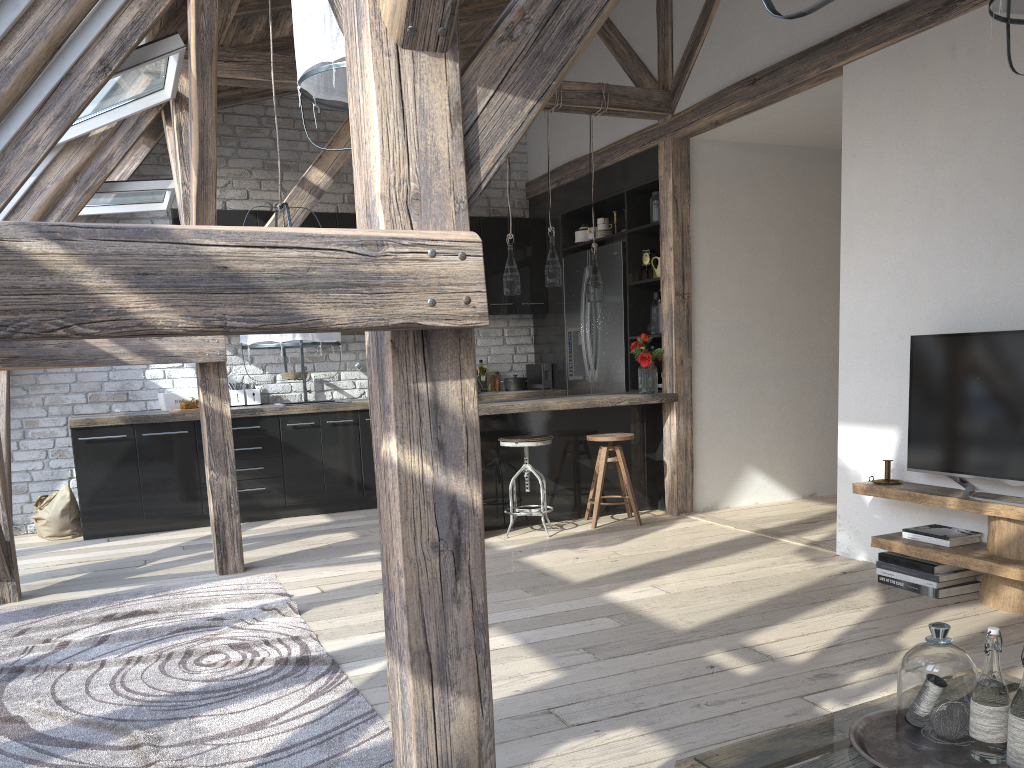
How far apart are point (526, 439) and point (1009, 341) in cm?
273

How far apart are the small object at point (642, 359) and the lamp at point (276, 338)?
2.7m

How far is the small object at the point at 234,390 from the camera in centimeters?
685cm

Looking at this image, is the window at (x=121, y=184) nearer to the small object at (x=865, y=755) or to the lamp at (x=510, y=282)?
the lamp at (x=510, y=282)

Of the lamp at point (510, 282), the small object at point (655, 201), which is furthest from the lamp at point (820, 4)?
the small object at point (655, 201)

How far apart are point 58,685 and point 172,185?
3.5 meters

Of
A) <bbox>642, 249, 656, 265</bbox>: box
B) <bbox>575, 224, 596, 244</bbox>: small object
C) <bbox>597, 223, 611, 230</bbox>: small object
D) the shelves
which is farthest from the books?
<bbox>575, 224, 596, 244</bbox>: small object

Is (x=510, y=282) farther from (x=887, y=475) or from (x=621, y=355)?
(x=887, y=475)

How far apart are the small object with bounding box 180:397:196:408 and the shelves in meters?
4.5

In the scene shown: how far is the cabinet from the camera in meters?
6.0 m
